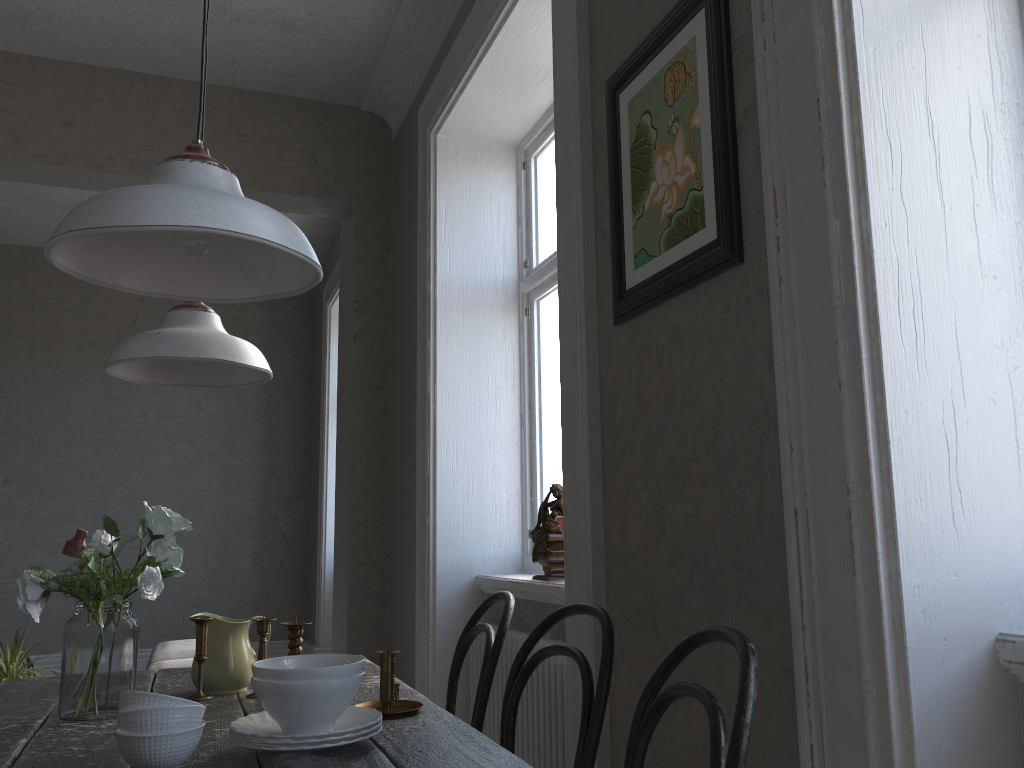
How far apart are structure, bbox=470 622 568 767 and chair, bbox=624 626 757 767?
1.2 meters

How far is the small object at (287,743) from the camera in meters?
1.3

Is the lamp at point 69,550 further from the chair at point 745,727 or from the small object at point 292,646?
the chair at point 745,727

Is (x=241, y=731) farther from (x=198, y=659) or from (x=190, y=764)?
(x=198, y=659)

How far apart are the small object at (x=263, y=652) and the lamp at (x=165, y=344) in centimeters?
58cm

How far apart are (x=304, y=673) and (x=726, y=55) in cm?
132

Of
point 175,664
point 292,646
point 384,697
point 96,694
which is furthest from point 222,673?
point 175,664

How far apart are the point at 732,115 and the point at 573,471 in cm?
95

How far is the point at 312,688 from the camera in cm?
137

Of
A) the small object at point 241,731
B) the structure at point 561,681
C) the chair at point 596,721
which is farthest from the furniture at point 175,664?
the small object at point 241,731
